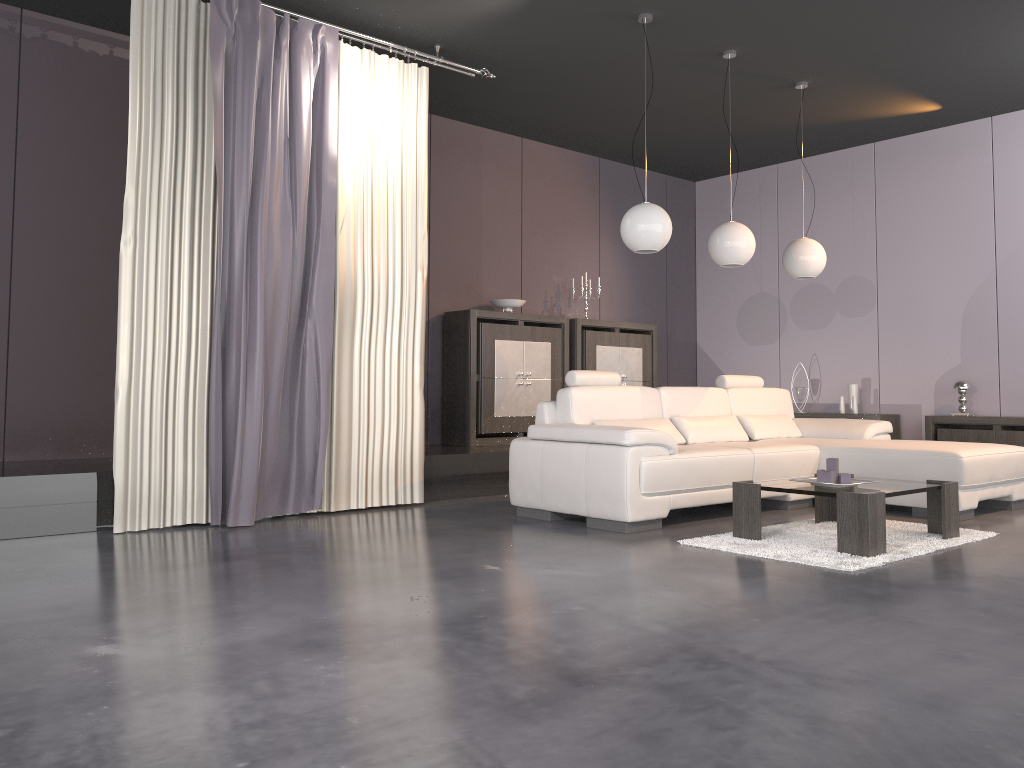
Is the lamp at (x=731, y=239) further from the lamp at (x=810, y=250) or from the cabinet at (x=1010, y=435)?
the cabinet at (x=1010, y=435)

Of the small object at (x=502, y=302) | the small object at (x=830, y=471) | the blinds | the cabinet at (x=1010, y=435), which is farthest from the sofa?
the small object at (x=502, y=302)

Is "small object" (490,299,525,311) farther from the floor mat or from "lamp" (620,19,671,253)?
the floor mat

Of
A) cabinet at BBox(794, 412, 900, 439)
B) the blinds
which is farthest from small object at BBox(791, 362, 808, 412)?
the blinds

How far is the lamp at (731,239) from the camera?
5.7 meters

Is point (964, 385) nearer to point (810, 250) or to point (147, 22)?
point (810, 250)

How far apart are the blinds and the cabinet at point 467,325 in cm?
124

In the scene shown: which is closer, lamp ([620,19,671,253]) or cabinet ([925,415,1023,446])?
lamp ([620,19,671,253])

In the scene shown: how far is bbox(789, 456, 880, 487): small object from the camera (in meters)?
4.29

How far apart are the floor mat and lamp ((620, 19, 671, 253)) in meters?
1.7
